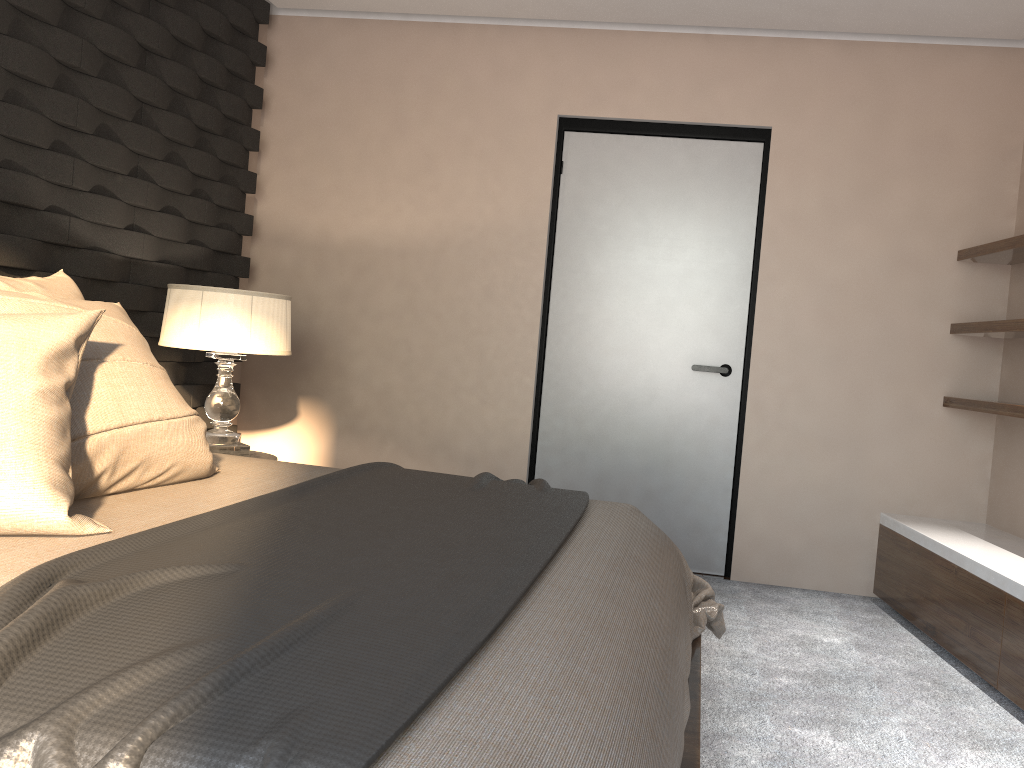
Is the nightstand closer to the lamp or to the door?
the lamp

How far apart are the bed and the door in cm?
139

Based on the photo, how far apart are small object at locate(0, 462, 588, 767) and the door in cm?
172

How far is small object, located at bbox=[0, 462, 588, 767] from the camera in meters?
0.9 m

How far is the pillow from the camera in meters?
1.5

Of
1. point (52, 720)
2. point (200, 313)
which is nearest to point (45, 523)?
point (52, 720)

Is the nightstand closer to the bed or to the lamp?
the lamp

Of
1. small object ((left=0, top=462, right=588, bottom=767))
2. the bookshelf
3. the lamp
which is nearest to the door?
the bookshelf

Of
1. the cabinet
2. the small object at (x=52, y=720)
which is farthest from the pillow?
the cabinet

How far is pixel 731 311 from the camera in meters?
4.0
